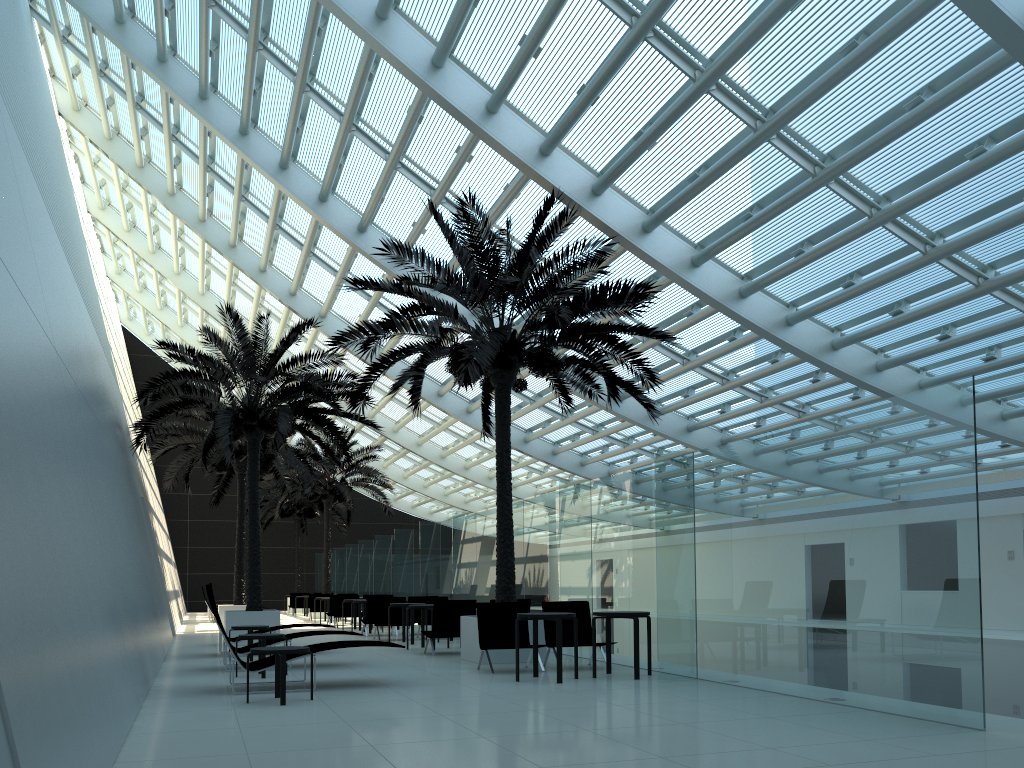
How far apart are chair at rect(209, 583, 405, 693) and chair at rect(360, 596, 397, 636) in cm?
948

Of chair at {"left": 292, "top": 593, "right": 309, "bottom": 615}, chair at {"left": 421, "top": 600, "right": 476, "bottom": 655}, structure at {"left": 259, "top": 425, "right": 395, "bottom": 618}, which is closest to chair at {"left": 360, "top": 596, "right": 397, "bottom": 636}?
chair at {"left": 421, "top": 600, "right": 476, "bottom": 655}

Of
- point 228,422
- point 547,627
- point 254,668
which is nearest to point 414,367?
point 547,627

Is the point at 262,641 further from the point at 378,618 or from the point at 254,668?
the point at 378,618

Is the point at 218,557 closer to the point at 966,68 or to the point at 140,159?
the point at 140,159

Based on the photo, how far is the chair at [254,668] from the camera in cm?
883

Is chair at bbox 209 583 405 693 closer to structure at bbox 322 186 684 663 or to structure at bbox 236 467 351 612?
structure at bbox 322 186 684 663

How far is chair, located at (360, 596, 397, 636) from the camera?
18.7 meters

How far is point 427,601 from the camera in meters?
18.2 m

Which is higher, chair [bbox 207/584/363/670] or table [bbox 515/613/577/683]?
table [bbox 515/613/577/683]
